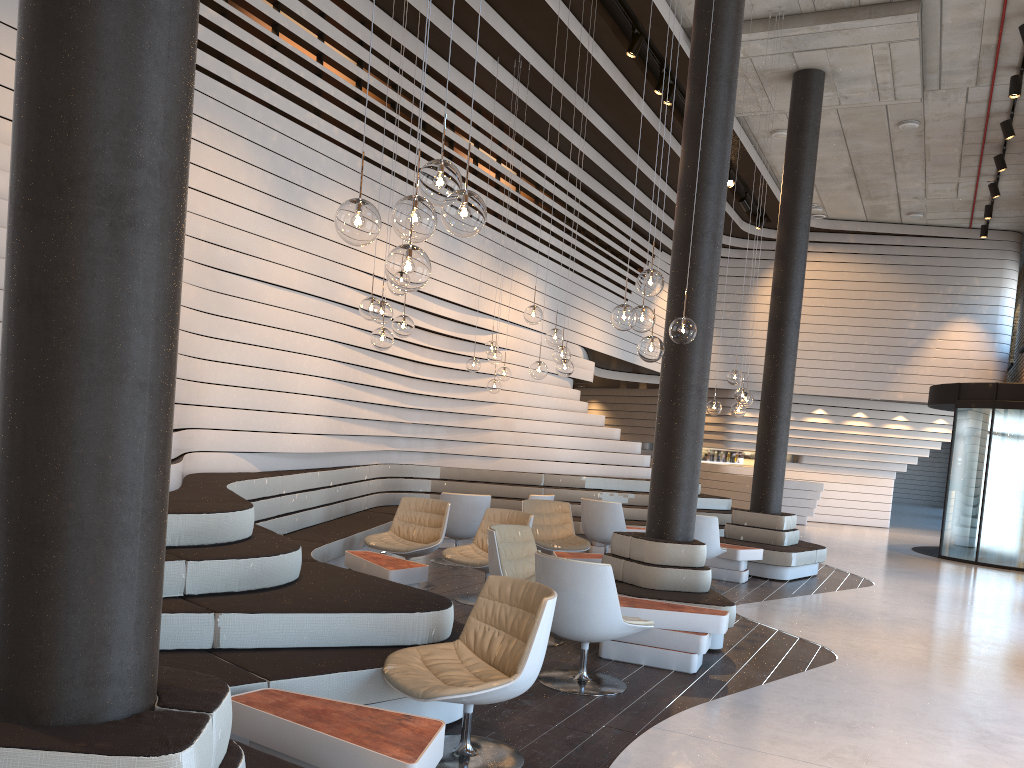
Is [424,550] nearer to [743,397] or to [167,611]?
[167,611]

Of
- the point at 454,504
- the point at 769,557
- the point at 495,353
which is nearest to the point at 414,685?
the point at 454,504

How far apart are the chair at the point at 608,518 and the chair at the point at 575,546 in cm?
75

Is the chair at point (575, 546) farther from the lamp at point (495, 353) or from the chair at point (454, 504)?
the lamp at point (495, 353)

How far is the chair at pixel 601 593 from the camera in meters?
4.8 m

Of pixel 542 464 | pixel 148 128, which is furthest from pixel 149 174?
pixel 542 464

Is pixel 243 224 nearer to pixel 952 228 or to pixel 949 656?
pixel 949 656

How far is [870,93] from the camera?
11.4 meters

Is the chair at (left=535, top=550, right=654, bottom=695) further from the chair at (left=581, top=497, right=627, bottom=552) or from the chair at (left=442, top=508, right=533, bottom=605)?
the chair at (left=581, top=497, right=627, bottom=552)

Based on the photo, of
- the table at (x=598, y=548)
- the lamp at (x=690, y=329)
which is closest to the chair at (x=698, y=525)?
the table at (x=598, y=548)
